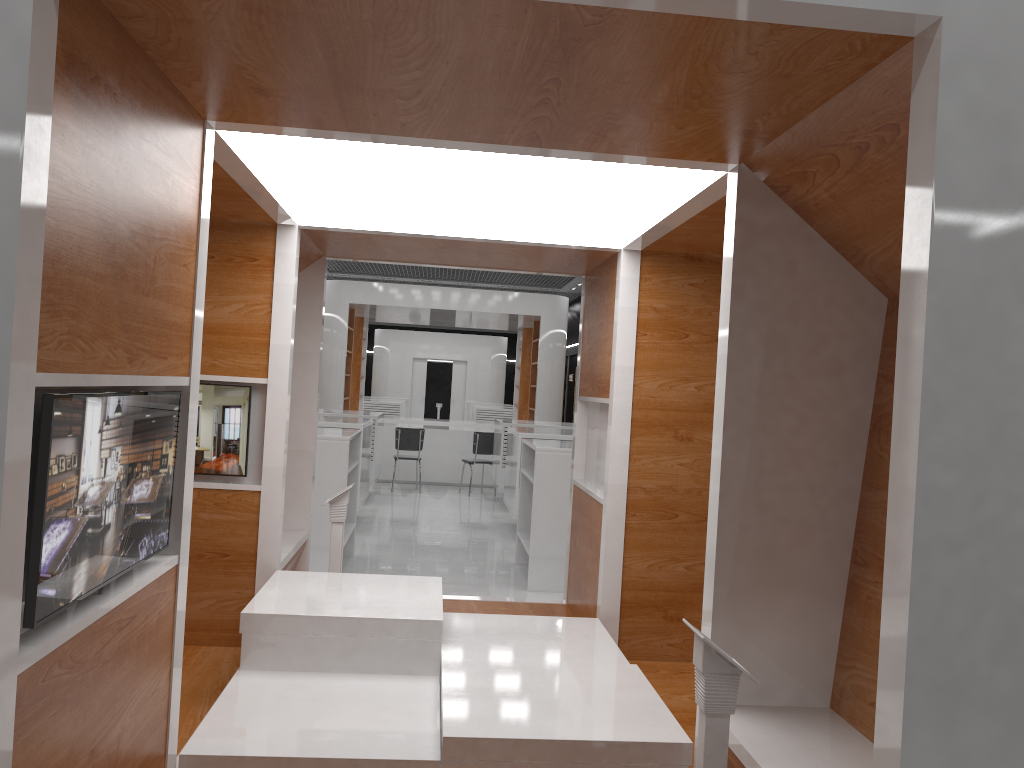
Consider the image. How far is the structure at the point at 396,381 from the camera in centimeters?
2792cm

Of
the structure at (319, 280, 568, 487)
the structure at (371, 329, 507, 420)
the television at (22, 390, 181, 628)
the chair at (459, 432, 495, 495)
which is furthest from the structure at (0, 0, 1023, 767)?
the structure at (371, 329, 507, 420)

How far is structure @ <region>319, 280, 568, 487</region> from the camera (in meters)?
14.75

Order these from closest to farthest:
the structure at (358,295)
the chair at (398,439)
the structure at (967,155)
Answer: the structure at (967,155)
the chair at (398,439)
the structure at (358,295)

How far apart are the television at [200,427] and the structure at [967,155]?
0.05m

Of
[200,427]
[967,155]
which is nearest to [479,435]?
[200,427]

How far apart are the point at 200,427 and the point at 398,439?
9.0m

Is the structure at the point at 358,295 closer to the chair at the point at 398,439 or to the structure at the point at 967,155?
the chair at the point at 398,439

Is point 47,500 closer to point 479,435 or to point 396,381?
point 479,435

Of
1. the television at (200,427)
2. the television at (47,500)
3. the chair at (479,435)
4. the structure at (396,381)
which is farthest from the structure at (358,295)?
the television at (47,500)
